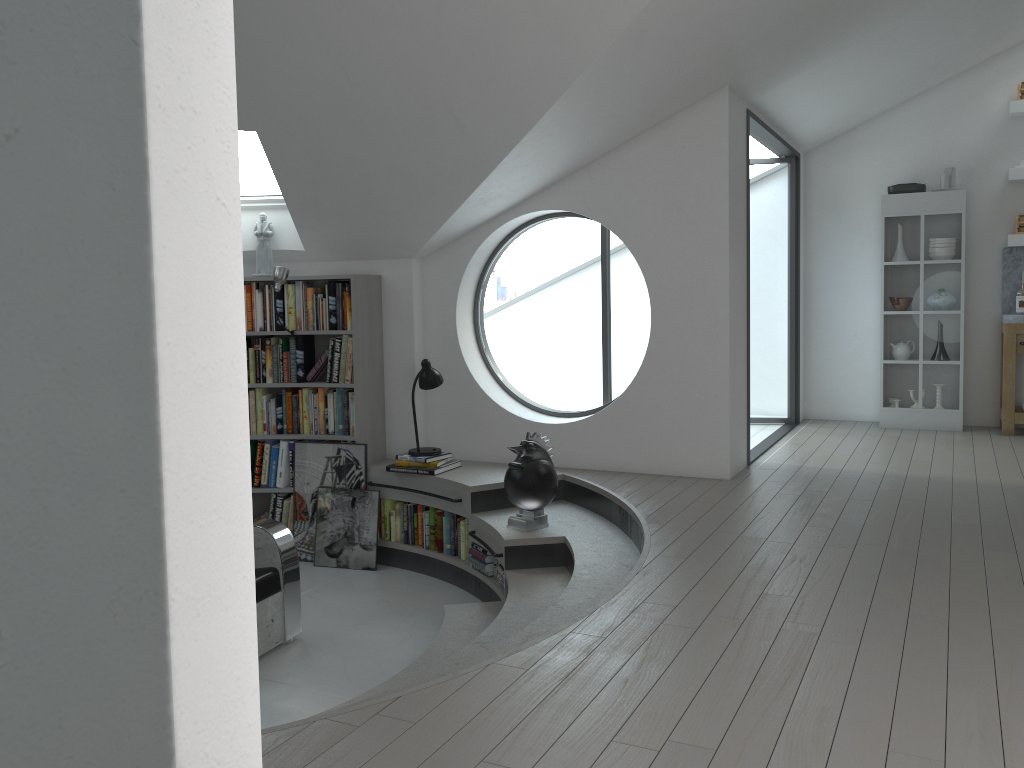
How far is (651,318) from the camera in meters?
5.7

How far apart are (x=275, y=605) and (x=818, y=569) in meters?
2.8 m

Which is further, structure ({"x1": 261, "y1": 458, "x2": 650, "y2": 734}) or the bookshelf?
the bookshelf

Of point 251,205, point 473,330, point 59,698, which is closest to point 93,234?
point 59,698

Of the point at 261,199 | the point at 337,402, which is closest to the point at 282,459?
the point at 337,402

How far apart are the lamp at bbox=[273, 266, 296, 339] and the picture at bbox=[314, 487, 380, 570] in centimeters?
146cm

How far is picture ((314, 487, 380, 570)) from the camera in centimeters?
620cm

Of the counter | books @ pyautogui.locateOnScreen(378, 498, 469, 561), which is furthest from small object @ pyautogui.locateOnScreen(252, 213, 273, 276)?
the counter

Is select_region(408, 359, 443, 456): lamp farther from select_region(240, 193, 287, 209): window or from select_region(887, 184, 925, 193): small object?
select_region(887, 184, 925, 193): small object

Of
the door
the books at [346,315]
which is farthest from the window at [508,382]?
the door
